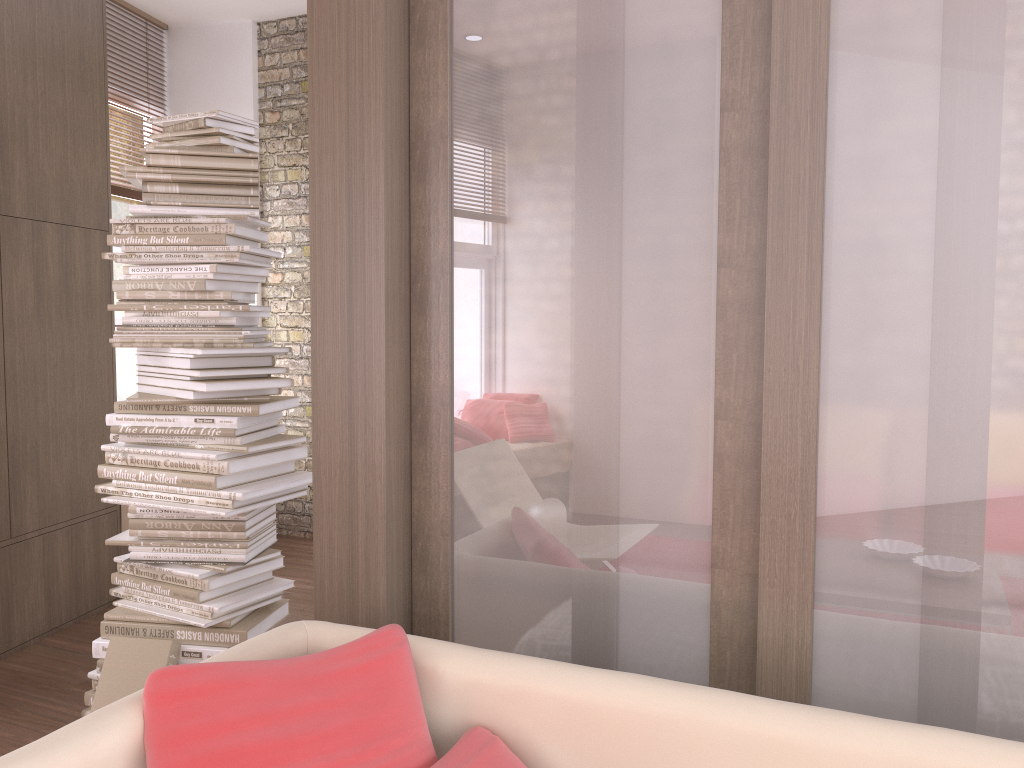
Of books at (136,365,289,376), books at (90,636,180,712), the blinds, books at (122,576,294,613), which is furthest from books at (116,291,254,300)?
the blinds

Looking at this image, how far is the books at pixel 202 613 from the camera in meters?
2.9

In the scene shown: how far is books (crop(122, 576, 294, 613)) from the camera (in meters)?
2.85

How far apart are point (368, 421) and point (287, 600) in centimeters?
146cm

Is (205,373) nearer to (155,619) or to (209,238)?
(209,238)

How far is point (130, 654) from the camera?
2.8m

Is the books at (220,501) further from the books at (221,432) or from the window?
the window

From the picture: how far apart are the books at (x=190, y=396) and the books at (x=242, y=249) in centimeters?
47cm

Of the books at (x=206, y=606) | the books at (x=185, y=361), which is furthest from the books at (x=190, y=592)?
the books at (x=185, y=361)

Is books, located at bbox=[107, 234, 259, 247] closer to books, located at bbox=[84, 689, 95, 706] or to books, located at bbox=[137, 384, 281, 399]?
books, located at bbox=[137, 384, 281, 399]
